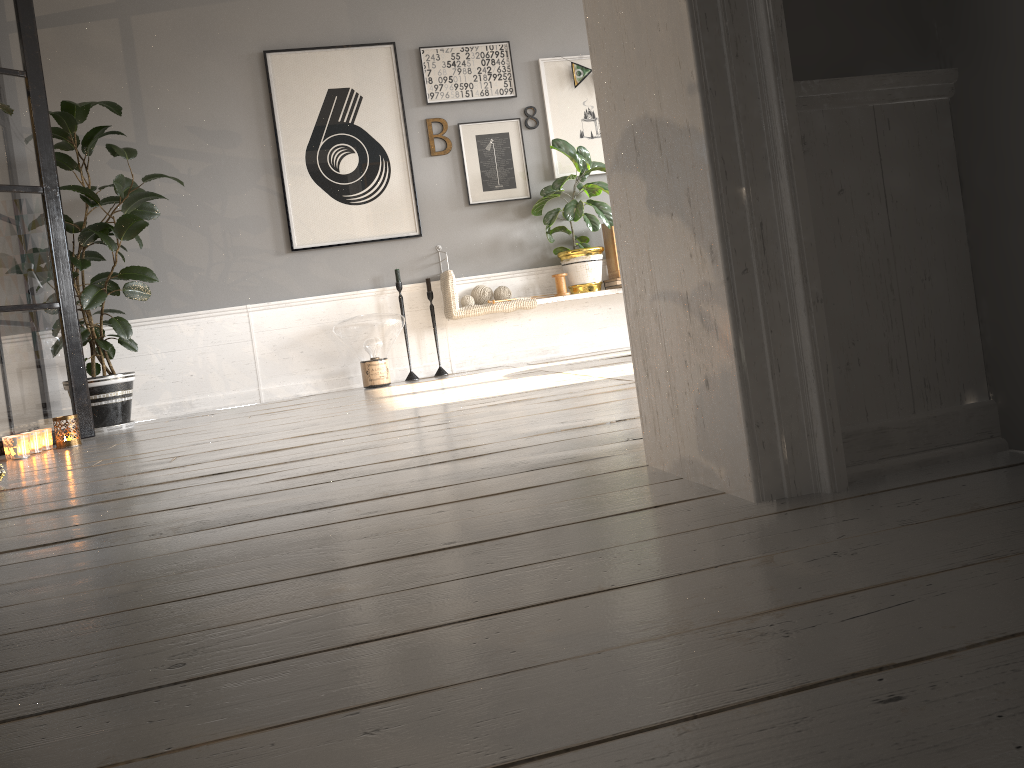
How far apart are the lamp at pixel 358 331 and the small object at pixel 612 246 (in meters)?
1.42

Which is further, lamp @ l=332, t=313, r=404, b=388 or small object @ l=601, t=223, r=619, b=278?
small object @ l=601, t=223, r=619, b=278

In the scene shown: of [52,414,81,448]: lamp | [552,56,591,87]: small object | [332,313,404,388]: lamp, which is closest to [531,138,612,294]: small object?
[552,56,591,87]: small object

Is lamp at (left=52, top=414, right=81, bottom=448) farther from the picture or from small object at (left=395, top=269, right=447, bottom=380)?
small object at (left=395, top=269, right=447, bottom=380)

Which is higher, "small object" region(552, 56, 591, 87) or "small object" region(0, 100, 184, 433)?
"small object" region(552, 56, 591, 87)

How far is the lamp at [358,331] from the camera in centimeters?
506cm

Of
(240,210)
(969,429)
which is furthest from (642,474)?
(240,210)

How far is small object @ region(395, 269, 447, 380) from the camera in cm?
543

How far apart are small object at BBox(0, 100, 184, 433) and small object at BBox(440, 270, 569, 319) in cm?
164

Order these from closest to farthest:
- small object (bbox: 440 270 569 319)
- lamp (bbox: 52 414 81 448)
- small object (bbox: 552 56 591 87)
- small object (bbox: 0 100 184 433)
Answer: lamp (bbox: 52 414 81 448) < small object (bbox: 0 100 184 433) < small object (bbox: 440 270 569 319) < small object (bbox: 552 56 591 87)
